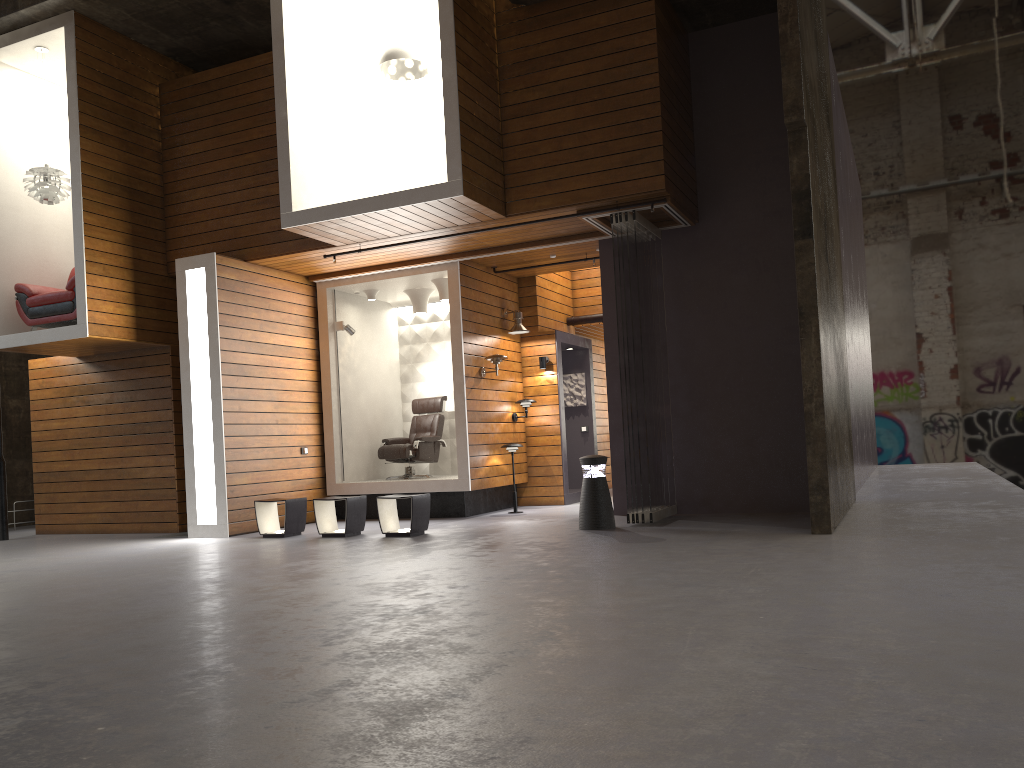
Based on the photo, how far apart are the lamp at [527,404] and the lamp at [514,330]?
0.91m

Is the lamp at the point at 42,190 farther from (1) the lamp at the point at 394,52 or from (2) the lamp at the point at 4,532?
(1) the lamp at the point at 394,52

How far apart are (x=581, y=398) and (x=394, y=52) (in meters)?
5.81

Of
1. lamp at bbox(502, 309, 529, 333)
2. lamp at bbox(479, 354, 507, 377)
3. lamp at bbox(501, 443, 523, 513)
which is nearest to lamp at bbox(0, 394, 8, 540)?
lamp at bbox(479, 354, 507, 377)

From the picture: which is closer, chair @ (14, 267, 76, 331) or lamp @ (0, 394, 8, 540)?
chair @ (14, 267, 76, 331)

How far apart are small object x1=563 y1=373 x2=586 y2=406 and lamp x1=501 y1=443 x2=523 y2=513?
2.4 meters

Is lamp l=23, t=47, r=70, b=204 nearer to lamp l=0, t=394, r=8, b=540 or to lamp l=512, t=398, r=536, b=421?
lamp l=0, t=394, r=8, b=540

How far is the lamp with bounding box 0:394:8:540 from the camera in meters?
10.7

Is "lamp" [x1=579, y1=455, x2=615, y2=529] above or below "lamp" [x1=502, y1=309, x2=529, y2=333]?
below

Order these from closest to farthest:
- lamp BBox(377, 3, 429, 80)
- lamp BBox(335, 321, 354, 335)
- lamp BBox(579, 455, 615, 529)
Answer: lamp BBox(579, 455, 615, 529), lamp BBox(377, 3, 429, 80), lamp BBox(335, 321, 354, 335)
